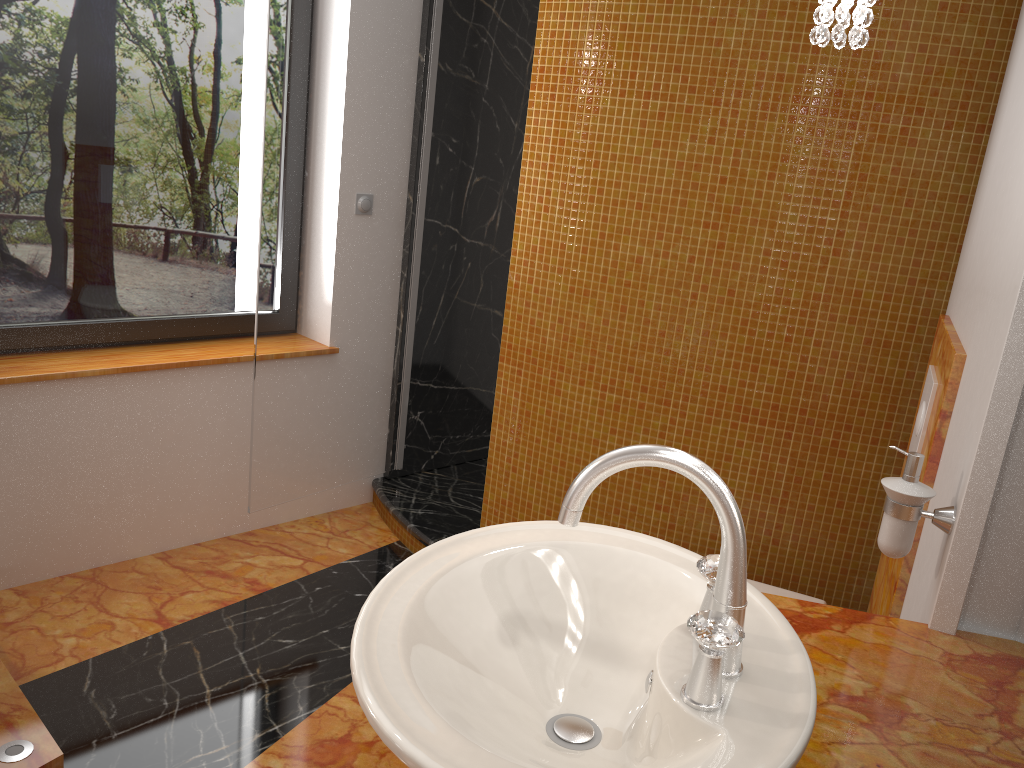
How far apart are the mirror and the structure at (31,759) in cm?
181

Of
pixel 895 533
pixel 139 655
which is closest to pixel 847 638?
pixel 895 533

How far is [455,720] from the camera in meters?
0.8 m

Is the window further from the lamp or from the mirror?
the mirror

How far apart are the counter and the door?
1.9 meters

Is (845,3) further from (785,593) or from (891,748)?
(785,593)

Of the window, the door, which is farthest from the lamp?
the window

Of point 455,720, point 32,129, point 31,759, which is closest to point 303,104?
point 32,129

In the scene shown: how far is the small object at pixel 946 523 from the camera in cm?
130

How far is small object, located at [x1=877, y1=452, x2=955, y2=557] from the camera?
1.30m
